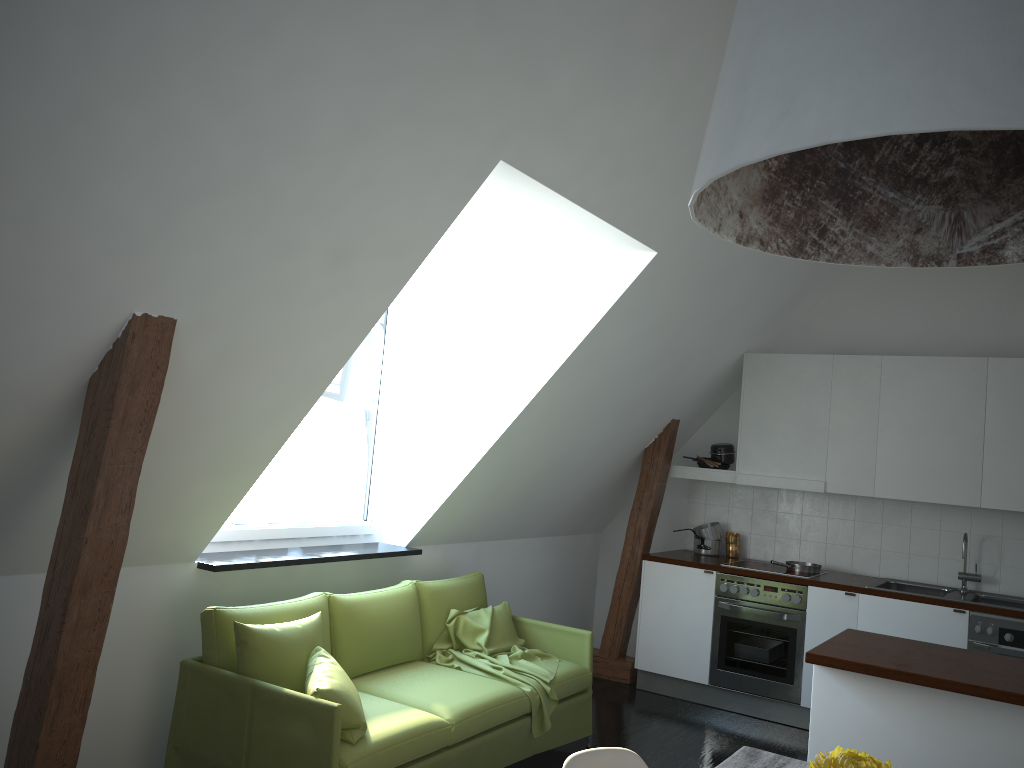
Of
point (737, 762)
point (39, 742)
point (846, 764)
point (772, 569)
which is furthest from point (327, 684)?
point (772, 569)

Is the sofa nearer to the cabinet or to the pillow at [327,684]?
the pillow at [327,684]

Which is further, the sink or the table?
the sink

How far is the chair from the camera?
2.2 meters

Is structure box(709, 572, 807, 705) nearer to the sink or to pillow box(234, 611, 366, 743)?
the sink

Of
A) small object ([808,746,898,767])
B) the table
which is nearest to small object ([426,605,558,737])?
the table

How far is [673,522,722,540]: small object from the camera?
6.4 meters

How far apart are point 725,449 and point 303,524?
3.2m

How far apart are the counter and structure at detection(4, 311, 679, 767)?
0.15m

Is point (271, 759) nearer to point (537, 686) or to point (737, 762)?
point (537, 686)
